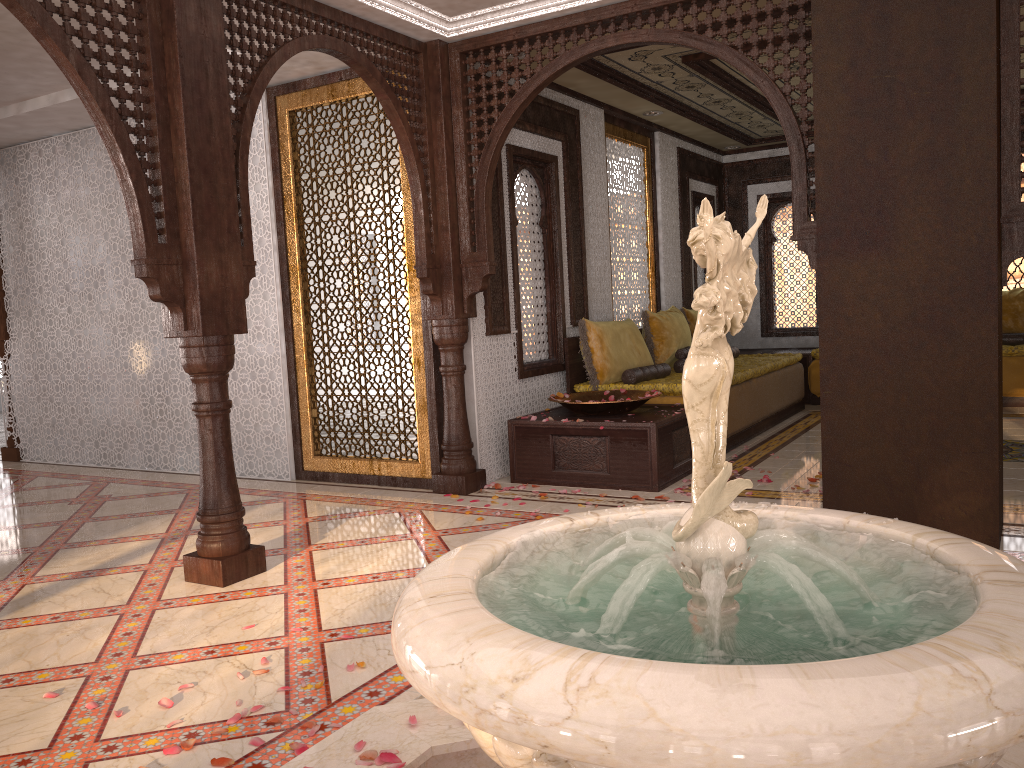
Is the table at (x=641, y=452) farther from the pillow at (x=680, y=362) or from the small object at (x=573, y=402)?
the pillow at (x=680, y=362)

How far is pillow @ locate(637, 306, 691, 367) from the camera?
7.4 meters

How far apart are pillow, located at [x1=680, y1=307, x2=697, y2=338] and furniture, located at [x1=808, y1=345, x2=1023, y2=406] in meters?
1.5 m

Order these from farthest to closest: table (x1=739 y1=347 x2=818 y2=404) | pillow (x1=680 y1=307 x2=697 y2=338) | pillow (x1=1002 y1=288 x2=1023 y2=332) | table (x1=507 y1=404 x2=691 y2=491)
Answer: table (x1=739 y1=347 x2=818 y2=404), pillow (x1=1002 y1=288 x2=1023 y2=332), pillow (x1=680 y1=307 x2=697 y2=338), table (x1=507 y1=404 x2=691 y2=491)

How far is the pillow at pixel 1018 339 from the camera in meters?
8.5

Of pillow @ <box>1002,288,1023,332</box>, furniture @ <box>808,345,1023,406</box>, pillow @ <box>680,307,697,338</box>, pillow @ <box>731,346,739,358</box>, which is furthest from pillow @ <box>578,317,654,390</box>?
pillow @ <box>1002,288,1023,332</box>

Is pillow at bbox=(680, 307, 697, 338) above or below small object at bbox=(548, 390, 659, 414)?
above

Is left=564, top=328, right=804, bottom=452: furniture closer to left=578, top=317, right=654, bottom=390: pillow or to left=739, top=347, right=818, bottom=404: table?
left=578, top=317, right=654, bottom=390: pillow

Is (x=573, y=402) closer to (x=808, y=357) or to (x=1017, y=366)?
(x=808, y=357)

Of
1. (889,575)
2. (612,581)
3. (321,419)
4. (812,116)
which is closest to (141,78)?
(321,419)
